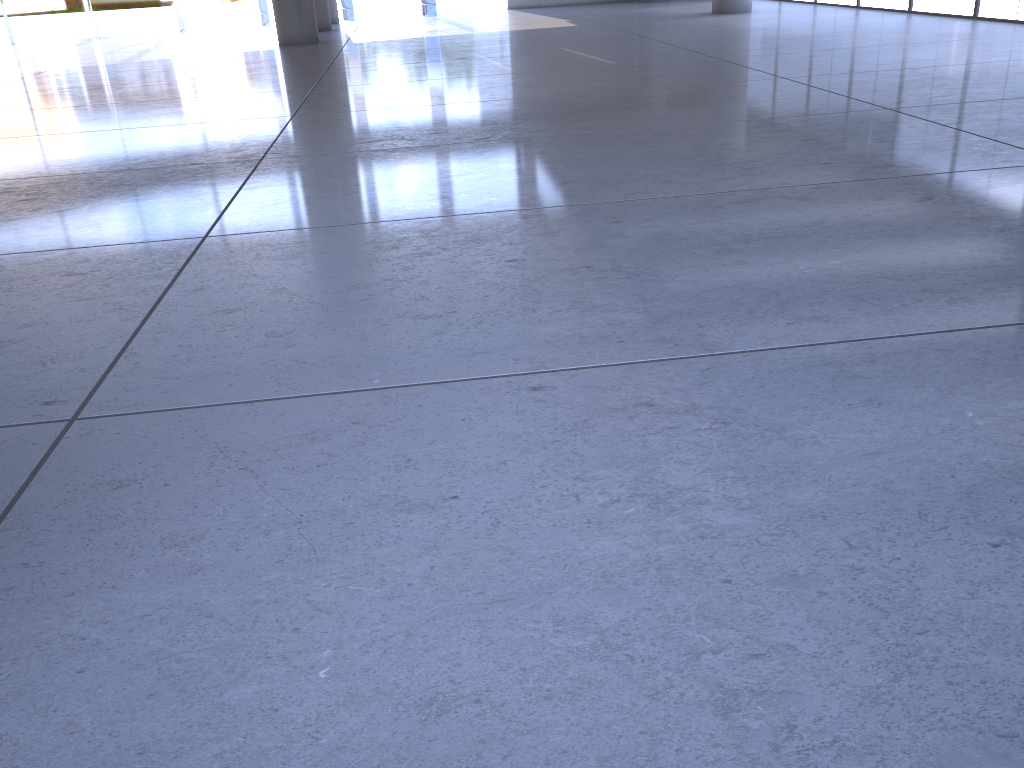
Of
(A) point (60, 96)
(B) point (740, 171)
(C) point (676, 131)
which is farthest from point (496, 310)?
(A) point (60, 96)
